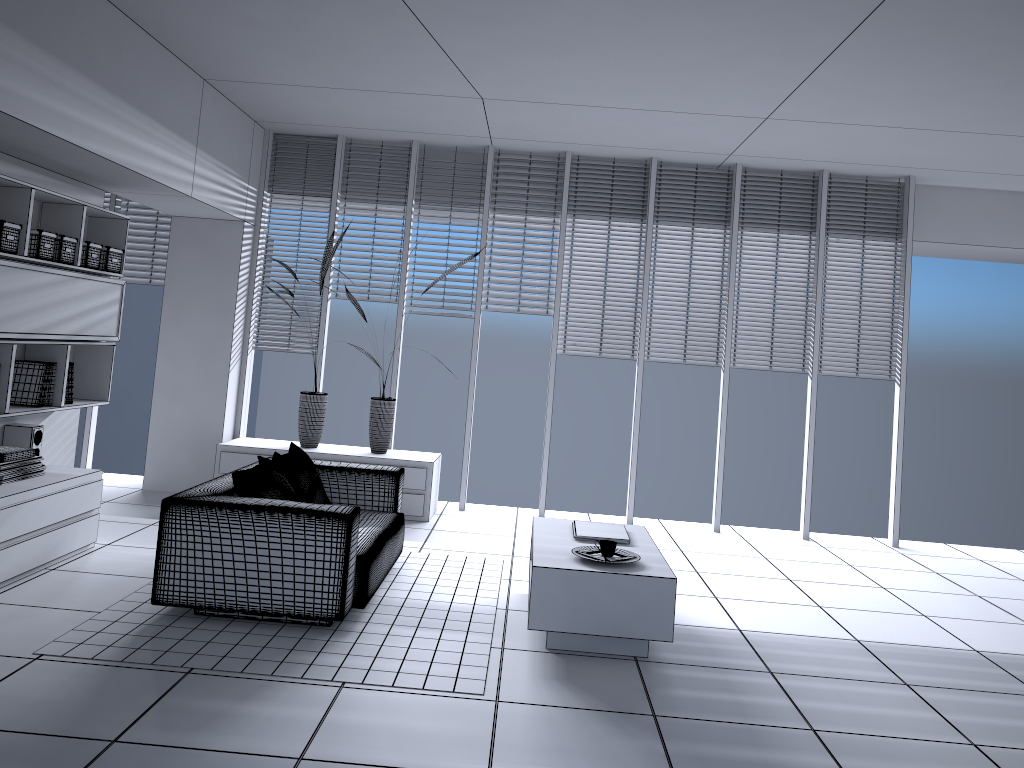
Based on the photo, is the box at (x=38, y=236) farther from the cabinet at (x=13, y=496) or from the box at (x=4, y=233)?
the cabinet at (x=13, y=496)

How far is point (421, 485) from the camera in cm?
680

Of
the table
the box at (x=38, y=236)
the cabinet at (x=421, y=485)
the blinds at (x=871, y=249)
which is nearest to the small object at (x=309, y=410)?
the cabinet at (x=421, y=485)

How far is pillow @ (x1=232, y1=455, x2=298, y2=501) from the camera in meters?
4.4 m

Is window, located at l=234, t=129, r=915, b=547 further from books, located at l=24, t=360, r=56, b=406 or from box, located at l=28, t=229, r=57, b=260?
box, located at l=28, t=229, r=57, b=260

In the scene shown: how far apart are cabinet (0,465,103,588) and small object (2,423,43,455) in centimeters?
15cm

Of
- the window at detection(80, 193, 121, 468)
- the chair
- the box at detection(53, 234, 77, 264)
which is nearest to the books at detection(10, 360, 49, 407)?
the box at detection(53, 234, 77, 264)

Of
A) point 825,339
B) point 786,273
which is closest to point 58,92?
point 786,273

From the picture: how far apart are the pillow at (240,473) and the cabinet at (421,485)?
2.0m

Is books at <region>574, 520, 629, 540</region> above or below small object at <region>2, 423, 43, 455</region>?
below
